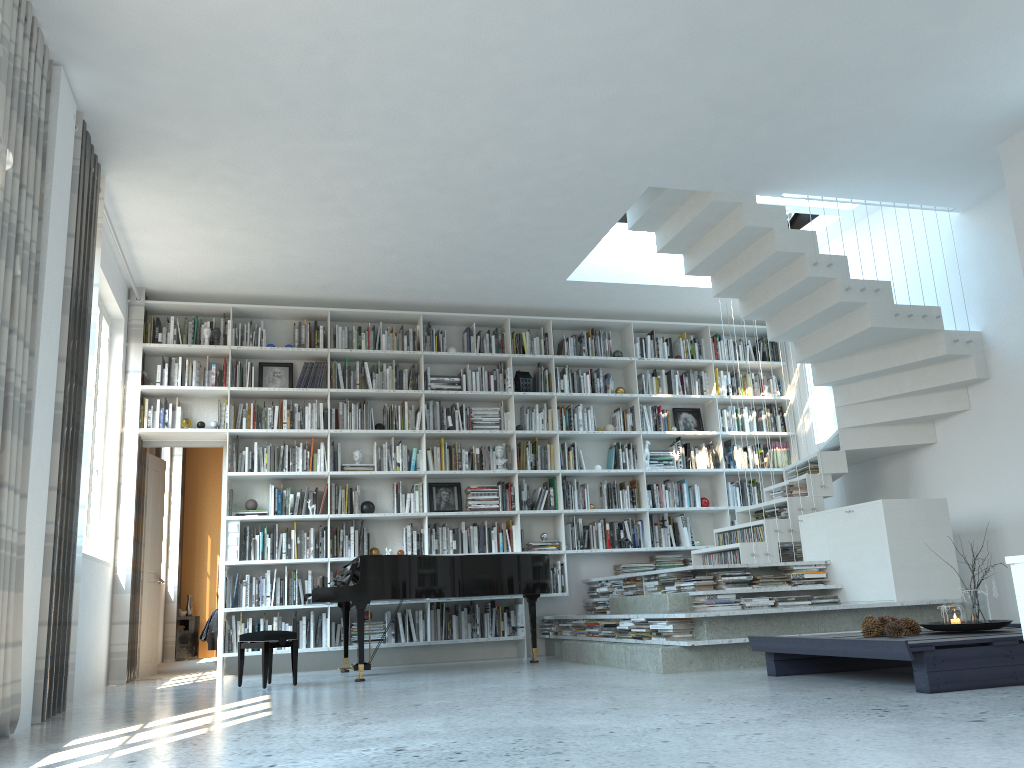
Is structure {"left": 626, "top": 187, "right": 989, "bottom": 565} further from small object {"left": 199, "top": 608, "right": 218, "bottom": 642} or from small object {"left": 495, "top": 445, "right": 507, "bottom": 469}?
small object {"left": 199, "top": 608, "right": 218, "bottom": 642}

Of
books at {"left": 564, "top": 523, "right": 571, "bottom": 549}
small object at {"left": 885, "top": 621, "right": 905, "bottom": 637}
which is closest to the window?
books at {"left": 564, "top": 523, "right": 571, "bottom": 549}

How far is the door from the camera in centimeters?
773cm

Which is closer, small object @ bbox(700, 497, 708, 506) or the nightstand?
small object @ bbox(700, 497, 708, 506)

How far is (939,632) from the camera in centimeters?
445cm

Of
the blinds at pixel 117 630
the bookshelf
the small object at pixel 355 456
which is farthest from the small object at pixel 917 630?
the blinds at pixel 117 630

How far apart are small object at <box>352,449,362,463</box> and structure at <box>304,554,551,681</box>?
1.3 meters

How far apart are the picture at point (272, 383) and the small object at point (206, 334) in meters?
0.6 m

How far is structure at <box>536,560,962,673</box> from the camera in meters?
5.3

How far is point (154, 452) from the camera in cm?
837
